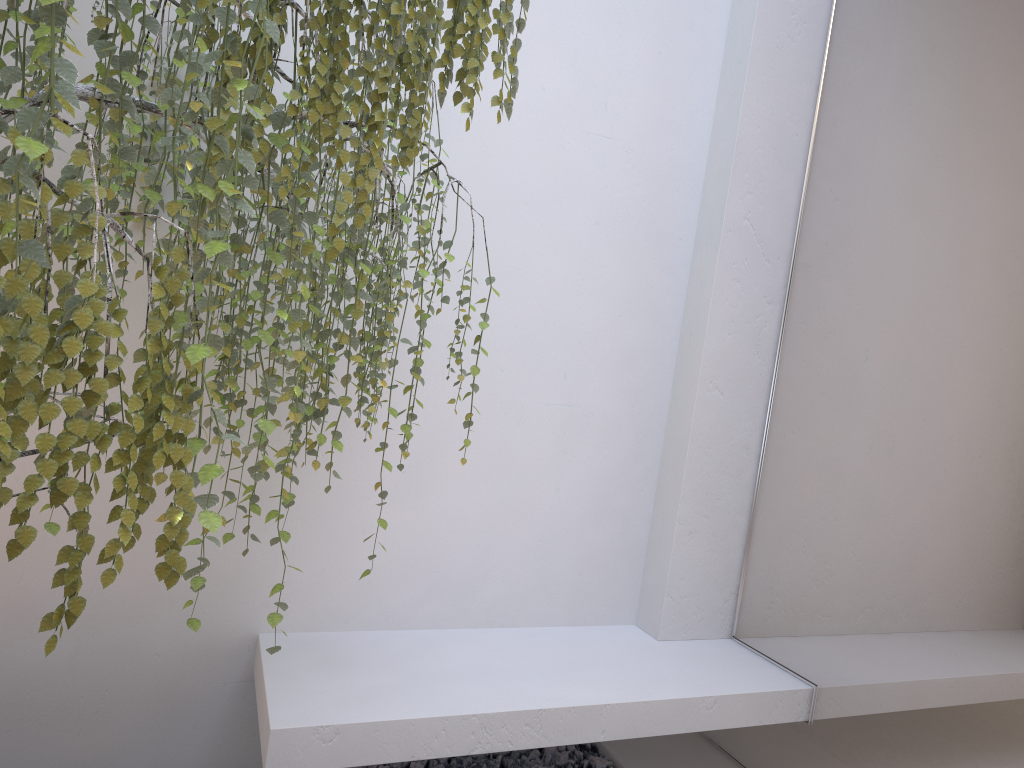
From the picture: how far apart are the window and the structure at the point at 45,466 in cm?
107

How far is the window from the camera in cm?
190

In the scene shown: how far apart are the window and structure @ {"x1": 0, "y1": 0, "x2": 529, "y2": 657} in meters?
1.1

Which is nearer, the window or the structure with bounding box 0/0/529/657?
the structure with bounding box 0/0/529/657

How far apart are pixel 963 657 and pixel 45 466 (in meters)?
1.83

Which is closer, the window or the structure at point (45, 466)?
the structure at point (45, 466)

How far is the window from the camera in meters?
1.9 m

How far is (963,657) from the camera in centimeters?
190cm
